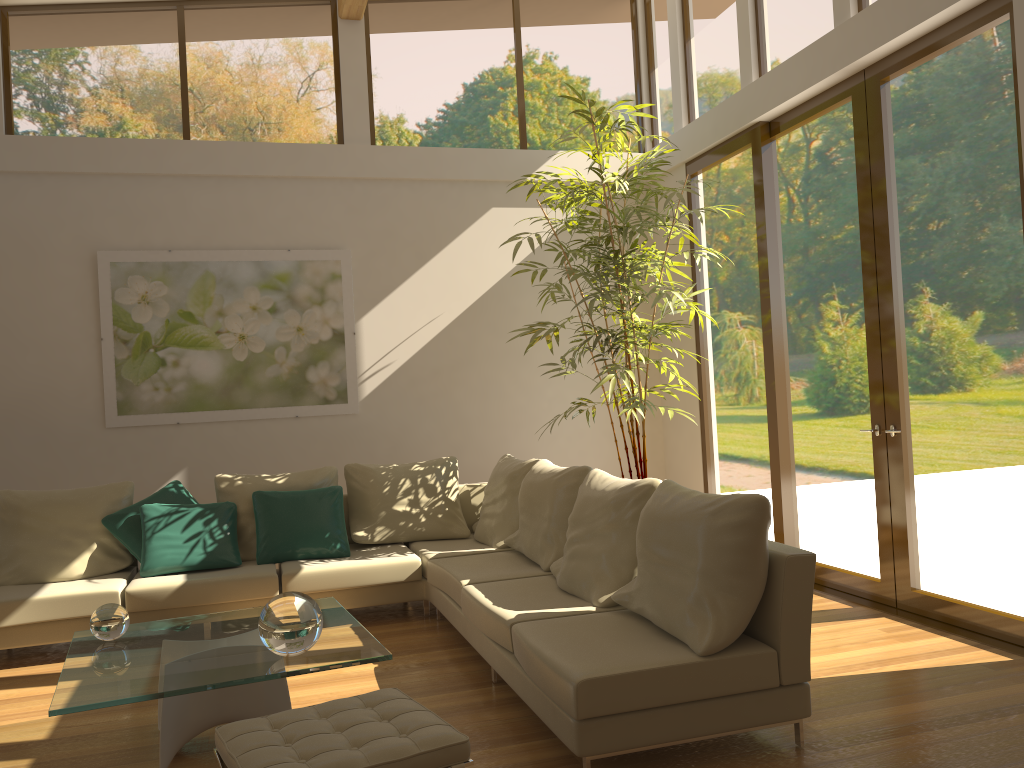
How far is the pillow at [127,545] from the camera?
5.5m

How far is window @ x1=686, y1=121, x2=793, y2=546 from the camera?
6.04m

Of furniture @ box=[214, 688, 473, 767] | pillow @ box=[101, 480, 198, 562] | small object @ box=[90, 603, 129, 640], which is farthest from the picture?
furniture @ box=[214, 688, 473, 767]

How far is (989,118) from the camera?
4.3 meters

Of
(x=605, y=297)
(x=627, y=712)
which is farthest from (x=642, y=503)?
(x=605, y=297)

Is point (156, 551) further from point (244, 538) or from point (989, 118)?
point (989, 118)

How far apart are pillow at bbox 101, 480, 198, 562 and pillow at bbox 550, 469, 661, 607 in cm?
→ 260

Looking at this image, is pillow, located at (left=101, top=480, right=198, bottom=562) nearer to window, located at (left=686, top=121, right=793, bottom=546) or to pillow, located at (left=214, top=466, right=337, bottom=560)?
pillow, located at (left=214, top=466, right=337, bottom=560)

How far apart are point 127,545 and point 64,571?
0.4m

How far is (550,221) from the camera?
6.6 meters
